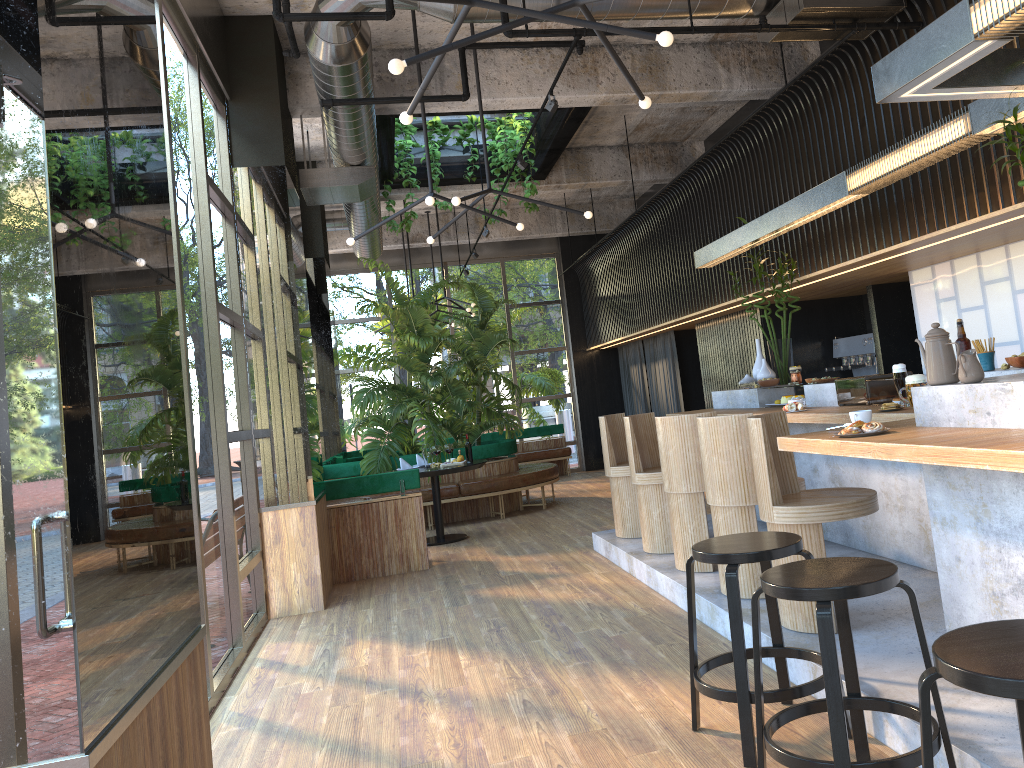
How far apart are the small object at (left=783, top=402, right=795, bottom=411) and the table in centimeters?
410cm

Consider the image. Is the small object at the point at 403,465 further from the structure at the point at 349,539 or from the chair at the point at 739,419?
the chair at the point at 739,419

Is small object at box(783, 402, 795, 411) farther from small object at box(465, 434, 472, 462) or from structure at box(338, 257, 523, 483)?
structure at box(338, 257, 523, 483)

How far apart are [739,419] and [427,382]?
6.42m

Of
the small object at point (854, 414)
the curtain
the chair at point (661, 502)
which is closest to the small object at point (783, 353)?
the chair at point (661, 502)

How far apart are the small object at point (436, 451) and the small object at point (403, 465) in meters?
0.5

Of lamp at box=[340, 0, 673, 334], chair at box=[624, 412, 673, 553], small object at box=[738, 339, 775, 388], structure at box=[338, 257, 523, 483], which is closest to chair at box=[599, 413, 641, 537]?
chair at box=[624, 412, 673, 553]

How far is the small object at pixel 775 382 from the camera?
6.9 meters

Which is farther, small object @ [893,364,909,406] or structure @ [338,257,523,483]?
structure @ [338,257,523,483]

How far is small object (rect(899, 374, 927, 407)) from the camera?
4.5 meters
